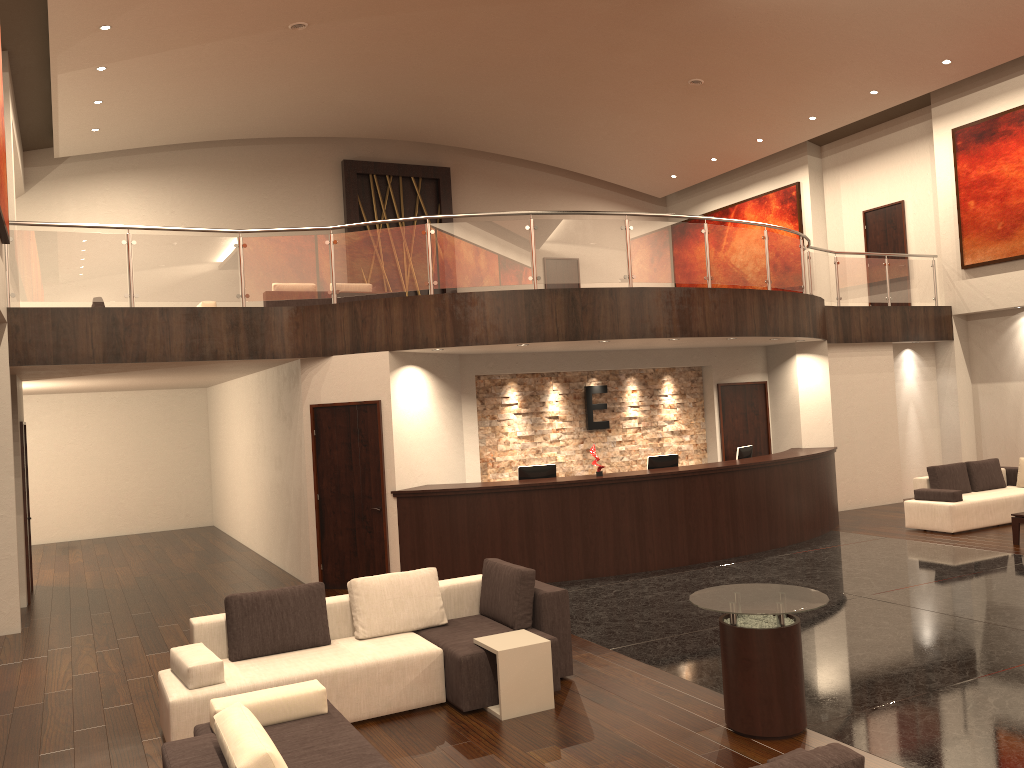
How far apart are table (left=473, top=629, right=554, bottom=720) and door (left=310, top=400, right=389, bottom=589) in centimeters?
430cm

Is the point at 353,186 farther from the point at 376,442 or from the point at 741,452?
the point at 741,452

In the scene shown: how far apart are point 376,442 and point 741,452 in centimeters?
508cm

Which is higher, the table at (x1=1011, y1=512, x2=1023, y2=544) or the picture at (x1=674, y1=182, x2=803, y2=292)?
the picture at (x1=674, y1=182, x2=803, y2=292)

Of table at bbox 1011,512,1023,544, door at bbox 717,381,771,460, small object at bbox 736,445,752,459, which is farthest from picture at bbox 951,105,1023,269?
small object at bbox 736,445,752,459

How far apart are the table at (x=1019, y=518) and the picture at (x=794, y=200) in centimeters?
967cm

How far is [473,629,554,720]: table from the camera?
5.9m

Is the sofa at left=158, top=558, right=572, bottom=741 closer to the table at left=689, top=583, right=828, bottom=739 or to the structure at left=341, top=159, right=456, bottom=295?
the table at left=689, top=583, right=828, bottom=739

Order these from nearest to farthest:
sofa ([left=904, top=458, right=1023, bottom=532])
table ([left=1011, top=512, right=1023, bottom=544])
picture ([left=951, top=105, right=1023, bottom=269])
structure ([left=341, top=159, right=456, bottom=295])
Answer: table ([left=1011, top=512, right=1023, bottom=544]) → sofa ([left=904, top=458, right=1023, bottom=532]) → picture ([left=951, top=105, right=1023, bottom=269]) → structure ([left=341, top=159, right=456, bottom=295])

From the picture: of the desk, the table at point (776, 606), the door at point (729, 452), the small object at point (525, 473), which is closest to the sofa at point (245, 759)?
the table at point (776, 606)
